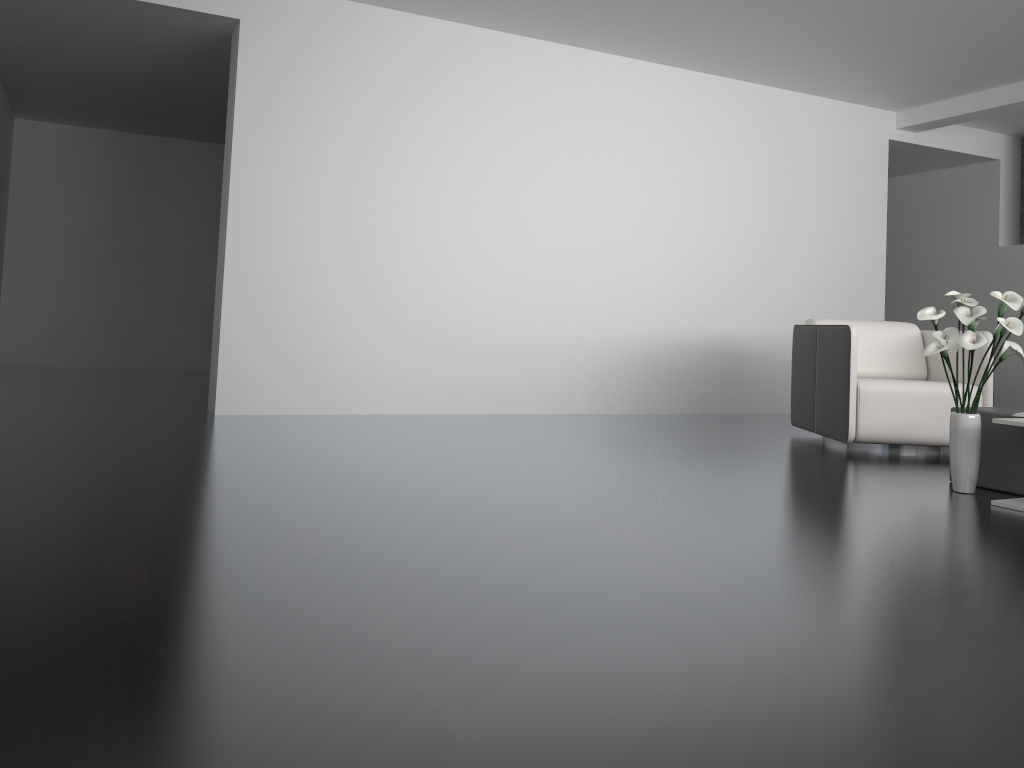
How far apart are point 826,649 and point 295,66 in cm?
446

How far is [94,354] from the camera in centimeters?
832cm

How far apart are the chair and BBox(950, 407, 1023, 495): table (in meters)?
0.83

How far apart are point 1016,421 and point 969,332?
0.4 meters

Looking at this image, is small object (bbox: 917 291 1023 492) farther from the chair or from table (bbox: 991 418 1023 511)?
the chair

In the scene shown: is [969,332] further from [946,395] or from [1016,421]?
[946,395]

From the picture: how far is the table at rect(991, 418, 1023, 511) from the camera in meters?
3.2 m

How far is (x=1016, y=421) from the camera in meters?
3.2 m

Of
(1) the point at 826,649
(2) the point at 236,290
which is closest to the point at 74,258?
(2) the point at 236,290

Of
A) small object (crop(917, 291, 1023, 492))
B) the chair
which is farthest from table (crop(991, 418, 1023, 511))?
the chair
